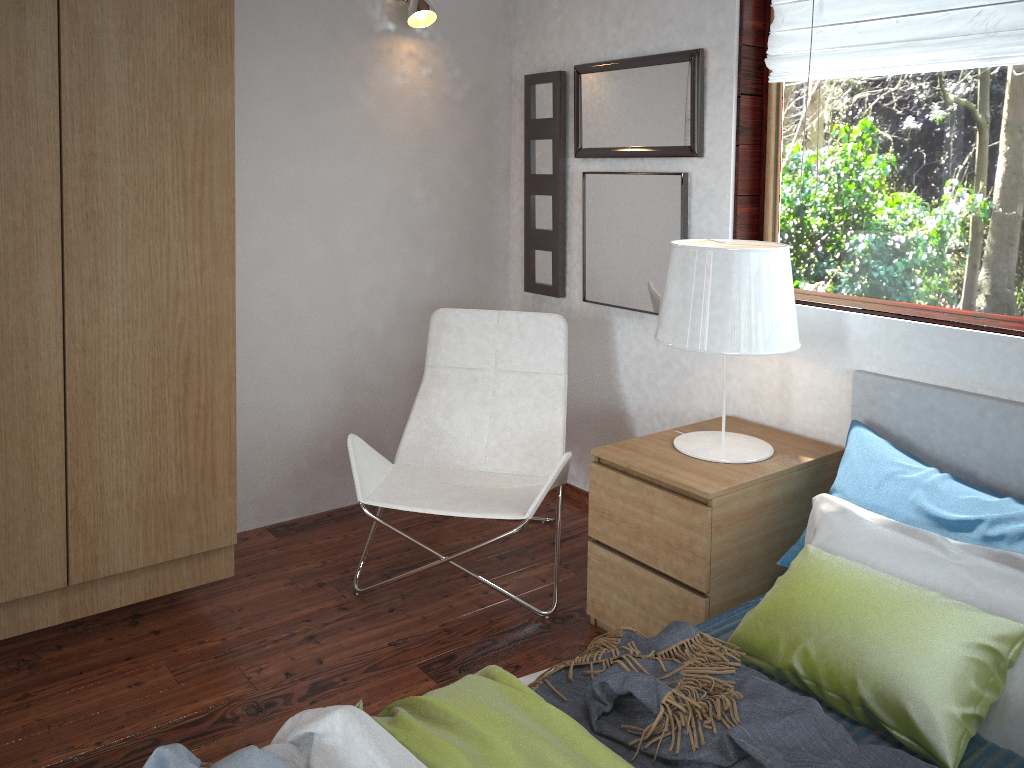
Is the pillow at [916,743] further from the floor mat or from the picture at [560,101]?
the picture at [560,101]

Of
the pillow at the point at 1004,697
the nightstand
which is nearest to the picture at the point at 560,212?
the nightstand

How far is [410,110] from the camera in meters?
3.3 m

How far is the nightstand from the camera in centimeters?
228cm

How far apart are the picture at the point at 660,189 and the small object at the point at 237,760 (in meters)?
1.92

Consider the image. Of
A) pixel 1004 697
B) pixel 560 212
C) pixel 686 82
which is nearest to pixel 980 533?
pixel 1004 697

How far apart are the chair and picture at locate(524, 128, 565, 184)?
0.6m

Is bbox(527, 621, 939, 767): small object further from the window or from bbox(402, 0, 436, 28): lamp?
bbox(402, 0, 436, 28): lamp

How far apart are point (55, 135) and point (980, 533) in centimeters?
236cm

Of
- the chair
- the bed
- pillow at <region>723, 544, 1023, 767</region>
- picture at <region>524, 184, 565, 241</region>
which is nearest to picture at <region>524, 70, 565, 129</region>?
picture at <region>524, 184, 565, 241</region>
